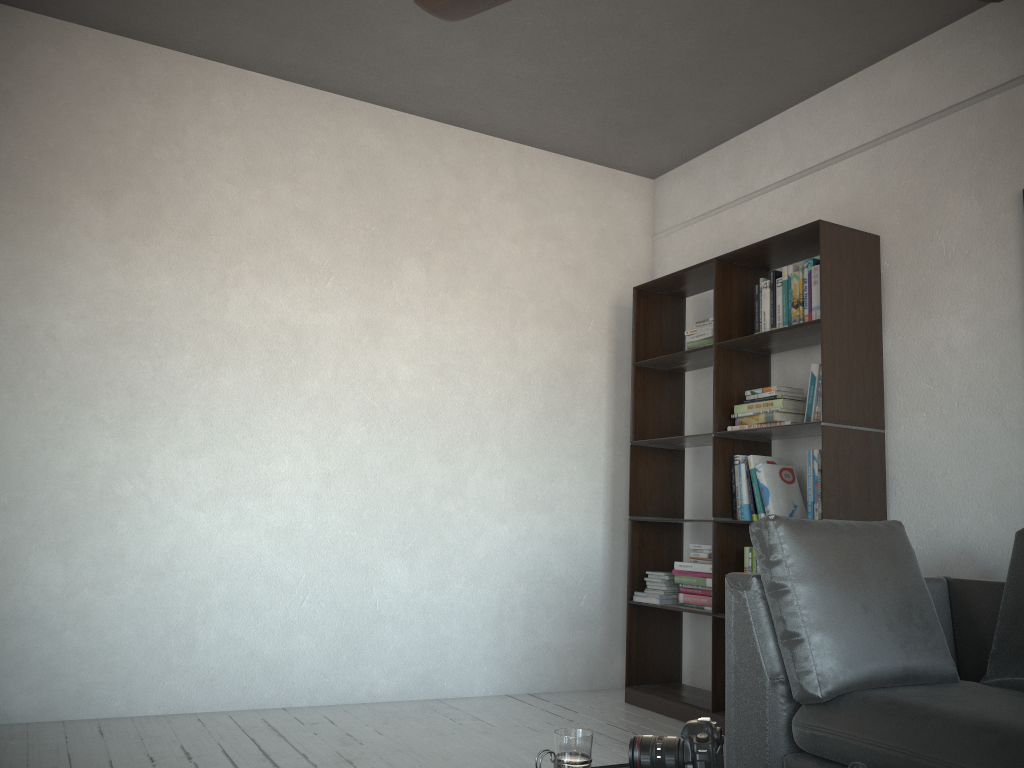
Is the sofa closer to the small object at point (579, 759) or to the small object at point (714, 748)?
the small object at point (714, 748)

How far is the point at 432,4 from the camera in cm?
182

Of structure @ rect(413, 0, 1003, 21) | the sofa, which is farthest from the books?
structure @ rect(413, 0, 1003, 21)

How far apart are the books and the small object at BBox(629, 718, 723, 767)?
2.0 meters

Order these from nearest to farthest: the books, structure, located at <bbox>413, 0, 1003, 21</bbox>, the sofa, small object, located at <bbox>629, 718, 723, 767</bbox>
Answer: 1. small object, located at <bbox>629, 718, 723, 767</bbox>
2. structure, located at <bbox>413, 0, 1003, 21</bbox>
3. the sofa
4. the books

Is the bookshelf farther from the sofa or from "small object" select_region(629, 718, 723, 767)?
"small object" select_region(629, 718, 723, 767)

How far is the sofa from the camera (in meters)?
2.16

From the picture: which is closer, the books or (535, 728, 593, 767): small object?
(535, 728, 593, 767): small object

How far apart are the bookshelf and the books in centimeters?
3cm

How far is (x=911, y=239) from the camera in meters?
3.6 m
